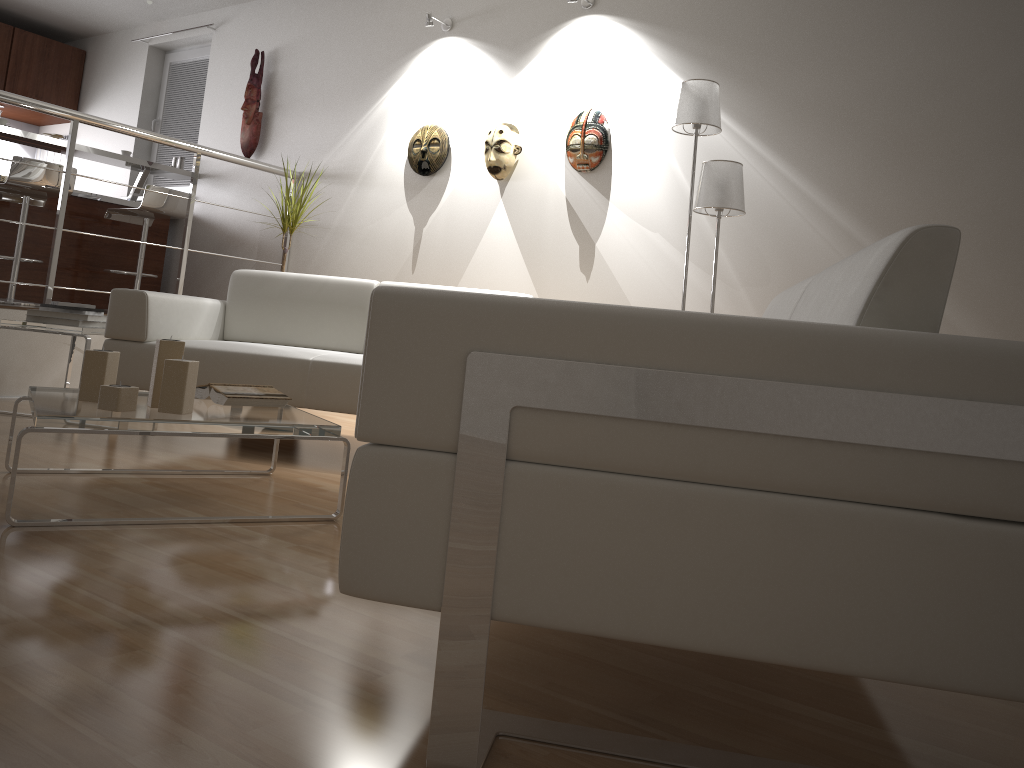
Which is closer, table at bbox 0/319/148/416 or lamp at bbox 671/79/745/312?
lamp at bbox 671/79/745/312

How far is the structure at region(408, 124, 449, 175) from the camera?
5.0 meters

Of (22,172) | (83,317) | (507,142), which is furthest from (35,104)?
(507,142)

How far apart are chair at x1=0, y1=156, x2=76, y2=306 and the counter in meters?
0.2

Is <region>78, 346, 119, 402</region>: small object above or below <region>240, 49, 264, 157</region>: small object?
below

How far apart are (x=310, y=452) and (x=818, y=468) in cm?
282

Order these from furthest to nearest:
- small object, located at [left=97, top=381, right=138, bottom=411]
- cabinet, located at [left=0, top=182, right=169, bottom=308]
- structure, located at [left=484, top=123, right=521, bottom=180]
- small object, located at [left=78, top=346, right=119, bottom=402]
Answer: cabinet, located at [left=0, top=182, right=169, bottom=308] → structure, located at [left=484, top=123, right=521, bottom=180] → small object, located at [left=78, top=346, right=119, bottom=402] → small object, located at [left=97, top=381, right=138, bottom=411]

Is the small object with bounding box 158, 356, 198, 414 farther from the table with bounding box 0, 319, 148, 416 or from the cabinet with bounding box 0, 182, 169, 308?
the cabinet with bounding box 0, 182, 169, 308

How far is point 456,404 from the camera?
1.1 meters

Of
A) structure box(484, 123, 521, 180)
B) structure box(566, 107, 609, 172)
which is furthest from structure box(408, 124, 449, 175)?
structure box(566, 107, 609, 172)
